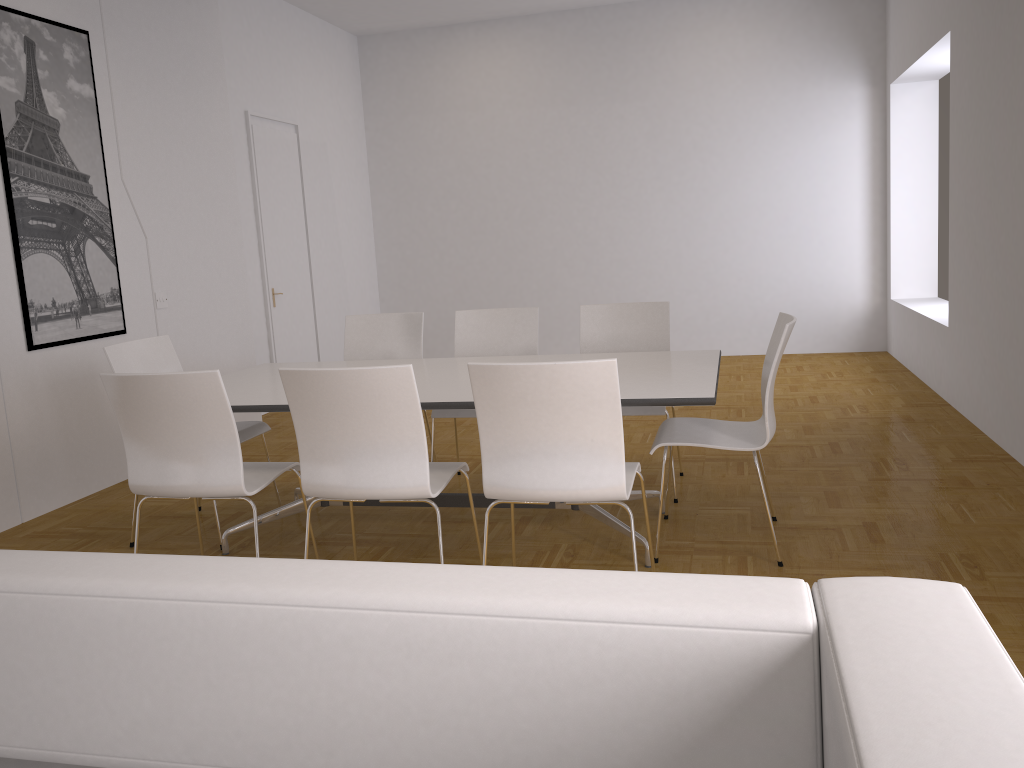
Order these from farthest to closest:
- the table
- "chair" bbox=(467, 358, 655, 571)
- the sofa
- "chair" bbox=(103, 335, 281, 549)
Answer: "chair" bbox=(103, 335, 281, 549), the table, "chair" bbox=(467, 358, 655, 571), the sofa

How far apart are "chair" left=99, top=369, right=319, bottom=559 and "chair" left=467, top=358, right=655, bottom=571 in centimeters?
90cm

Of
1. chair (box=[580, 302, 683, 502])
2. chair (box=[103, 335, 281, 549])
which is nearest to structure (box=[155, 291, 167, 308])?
chair (box=[103, 335, 281, 549])

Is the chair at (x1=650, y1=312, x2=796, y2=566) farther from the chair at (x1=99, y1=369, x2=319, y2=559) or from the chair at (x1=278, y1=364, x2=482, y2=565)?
the chair at (x1=99, y1=369, x2=319, y2=559)

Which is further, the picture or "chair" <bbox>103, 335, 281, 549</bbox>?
the picture

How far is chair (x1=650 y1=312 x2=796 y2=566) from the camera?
3.4 meters

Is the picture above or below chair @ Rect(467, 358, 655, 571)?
above

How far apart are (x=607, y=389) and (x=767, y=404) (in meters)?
0.92

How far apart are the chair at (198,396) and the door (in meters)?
4.01

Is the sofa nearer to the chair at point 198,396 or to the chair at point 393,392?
the chair at point 393,392
